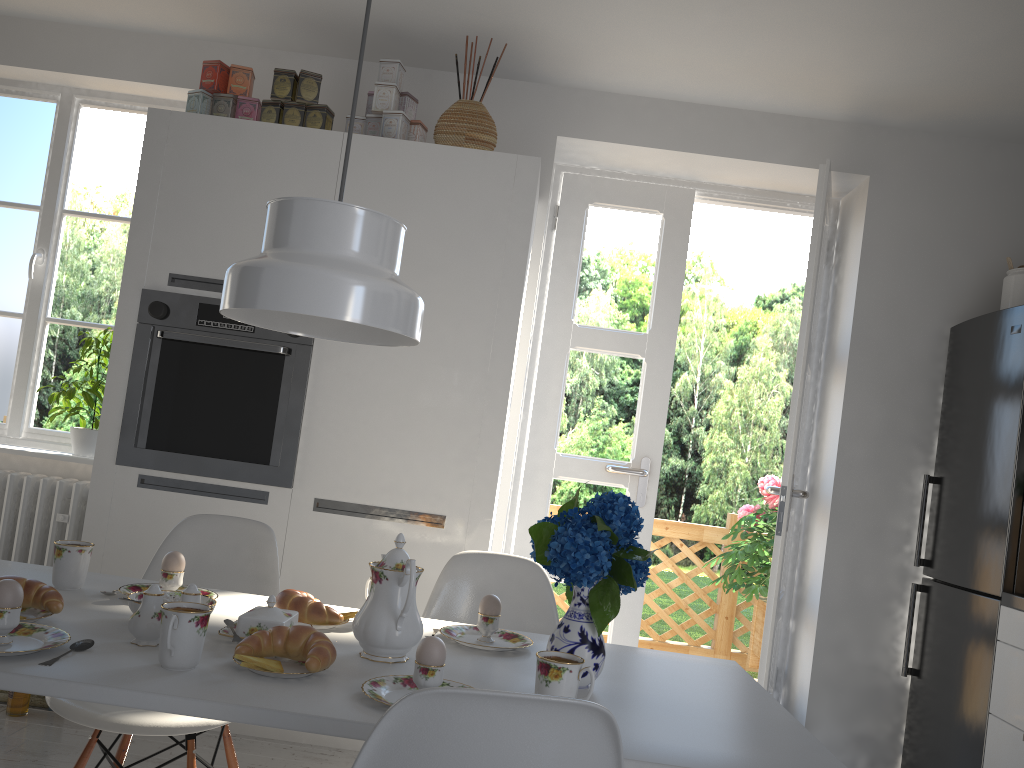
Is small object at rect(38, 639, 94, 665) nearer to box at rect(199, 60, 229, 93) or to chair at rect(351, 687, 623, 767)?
chair at rect(351, 687, 623, 767)

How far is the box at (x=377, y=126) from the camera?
3.2m

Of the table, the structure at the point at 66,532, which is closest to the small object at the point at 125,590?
the table

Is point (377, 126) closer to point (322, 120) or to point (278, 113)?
point (322, 120)

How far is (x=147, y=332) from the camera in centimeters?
304cm

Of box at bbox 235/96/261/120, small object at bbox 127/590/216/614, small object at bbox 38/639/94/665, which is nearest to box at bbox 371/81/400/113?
box at bbox 235/96/261/120

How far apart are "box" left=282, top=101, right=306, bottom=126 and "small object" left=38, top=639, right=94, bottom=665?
2.2 meters

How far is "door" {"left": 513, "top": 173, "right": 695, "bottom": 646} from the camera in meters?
3.8

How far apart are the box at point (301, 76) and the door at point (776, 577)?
1.9m

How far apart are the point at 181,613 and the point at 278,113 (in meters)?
2.28
